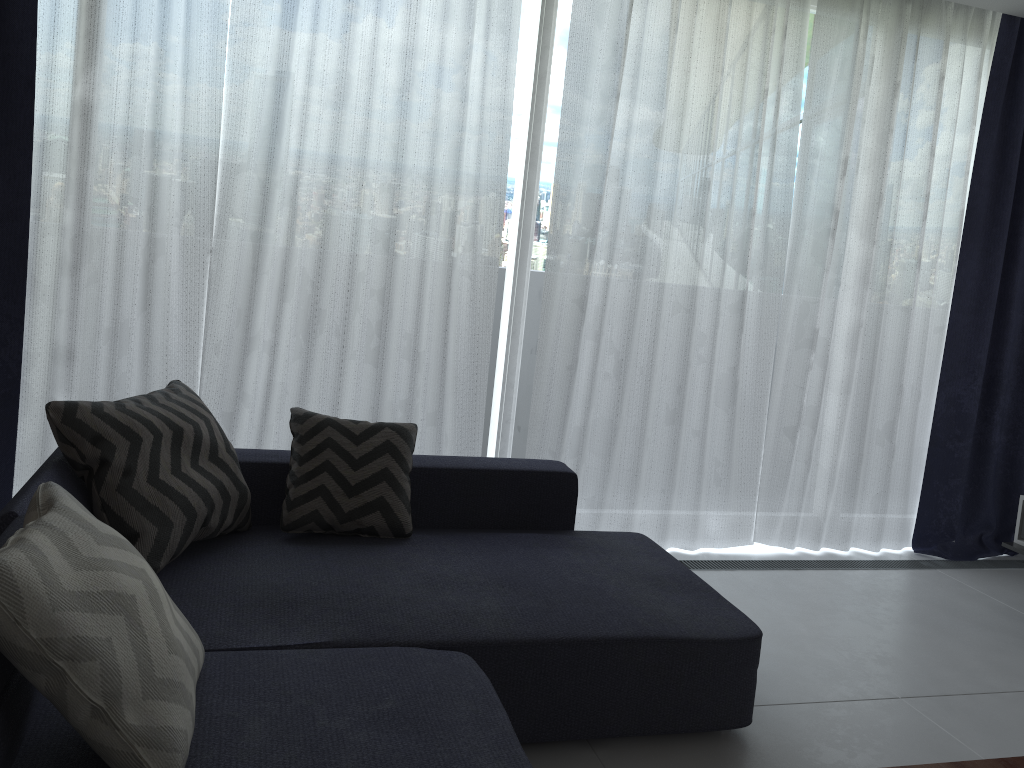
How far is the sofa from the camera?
1.67m

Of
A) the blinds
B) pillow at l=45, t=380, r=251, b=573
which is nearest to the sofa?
pillow at l=45, t=380, r=251, b=573

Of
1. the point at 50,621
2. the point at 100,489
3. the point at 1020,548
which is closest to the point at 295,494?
the point at 100,489

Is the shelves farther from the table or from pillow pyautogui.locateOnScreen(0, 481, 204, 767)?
pillow pyautogui.locateOnScreen(0, 481, 204, 767)

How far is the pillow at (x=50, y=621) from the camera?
1.4m

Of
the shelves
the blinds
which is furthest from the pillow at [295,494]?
the shelves

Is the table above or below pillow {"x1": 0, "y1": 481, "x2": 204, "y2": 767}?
below

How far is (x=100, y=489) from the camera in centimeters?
222cm

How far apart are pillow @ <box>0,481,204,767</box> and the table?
1.5 meters

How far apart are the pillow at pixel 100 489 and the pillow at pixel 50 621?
0.5m
